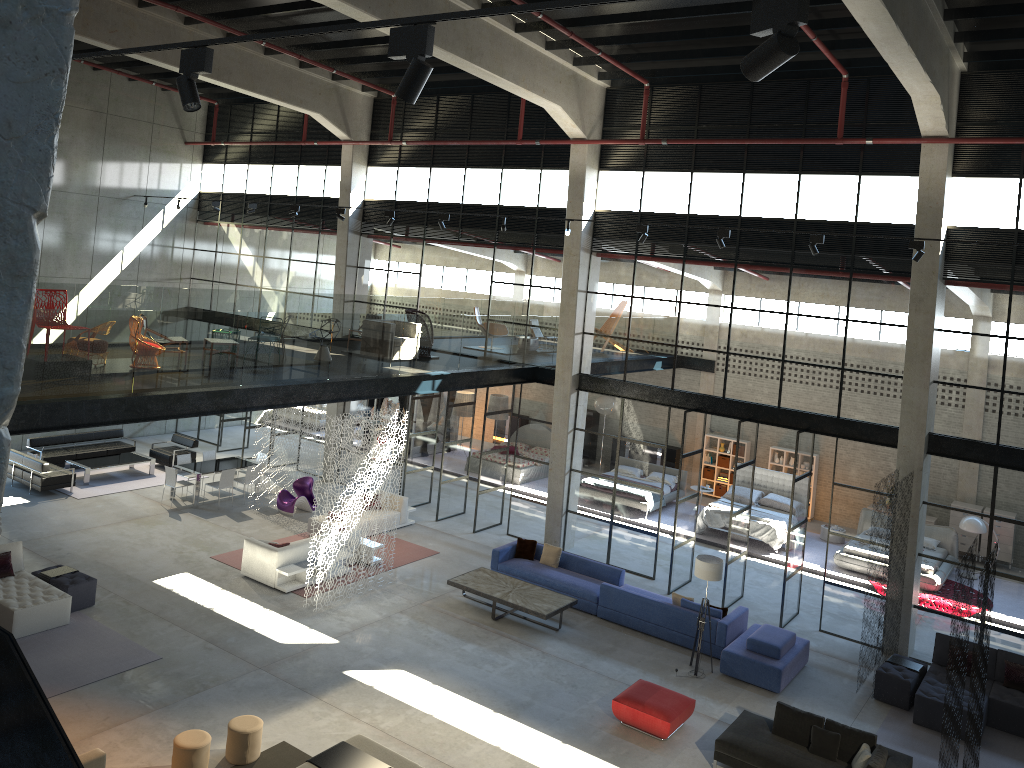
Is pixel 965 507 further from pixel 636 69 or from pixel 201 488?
pixel 201 488

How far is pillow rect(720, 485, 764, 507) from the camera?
22.2 meters

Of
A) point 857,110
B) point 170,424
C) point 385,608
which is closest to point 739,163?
point 857,110

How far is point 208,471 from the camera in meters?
20.2 m

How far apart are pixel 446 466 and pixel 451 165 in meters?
7.1 m

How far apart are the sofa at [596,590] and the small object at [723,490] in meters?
9.3

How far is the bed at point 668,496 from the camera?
23.3 meters

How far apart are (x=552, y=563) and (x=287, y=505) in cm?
659

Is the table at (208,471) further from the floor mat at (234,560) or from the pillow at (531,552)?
the pillow at (531,552)

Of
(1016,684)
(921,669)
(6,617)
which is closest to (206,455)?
(6,617)
